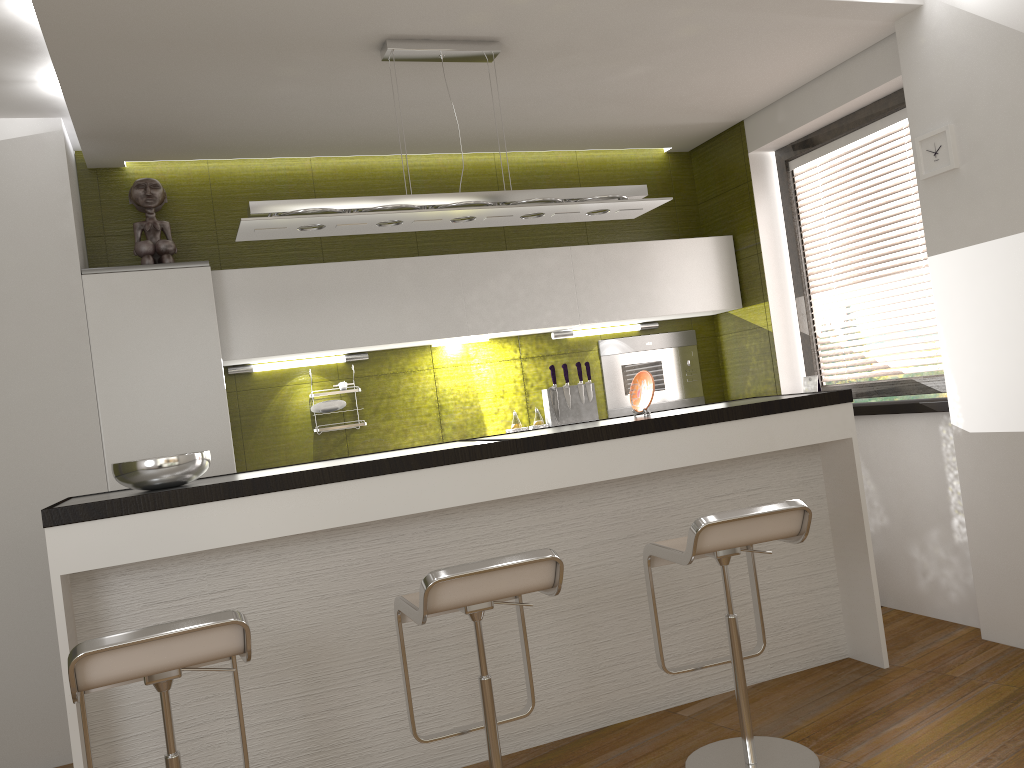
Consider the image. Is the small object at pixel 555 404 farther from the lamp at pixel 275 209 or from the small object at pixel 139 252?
the small object at pixel 139 252

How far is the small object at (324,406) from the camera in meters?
4.5 m

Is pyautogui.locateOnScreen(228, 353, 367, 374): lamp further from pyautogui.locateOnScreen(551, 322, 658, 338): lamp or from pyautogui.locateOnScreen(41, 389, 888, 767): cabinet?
pyautogui.locateOnScreen(41, 389, 888, 767): cabinet

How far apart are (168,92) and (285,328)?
1.2m

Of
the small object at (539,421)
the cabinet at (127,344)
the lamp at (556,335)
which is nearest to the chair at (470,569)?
the cabinet at (127,344)

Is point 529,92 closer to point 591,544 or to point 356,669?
point 591,544

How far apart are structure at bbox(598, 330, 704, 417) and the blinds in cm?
79

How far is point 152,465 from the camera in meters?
2.8

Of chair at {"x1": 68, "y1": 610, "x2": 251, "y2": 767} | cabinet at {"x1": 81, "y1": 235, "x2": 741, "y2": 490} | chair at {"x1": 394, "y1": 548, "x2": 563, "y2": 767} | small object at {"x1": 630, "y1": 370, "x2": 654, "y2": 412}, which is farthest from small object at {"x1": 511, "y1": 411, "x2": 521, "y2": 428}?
chair at {"x1": 68, "y1": 610, "x2": 251, "y2": 767}

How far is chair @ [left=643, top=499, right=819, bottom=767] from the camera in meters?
2.6
